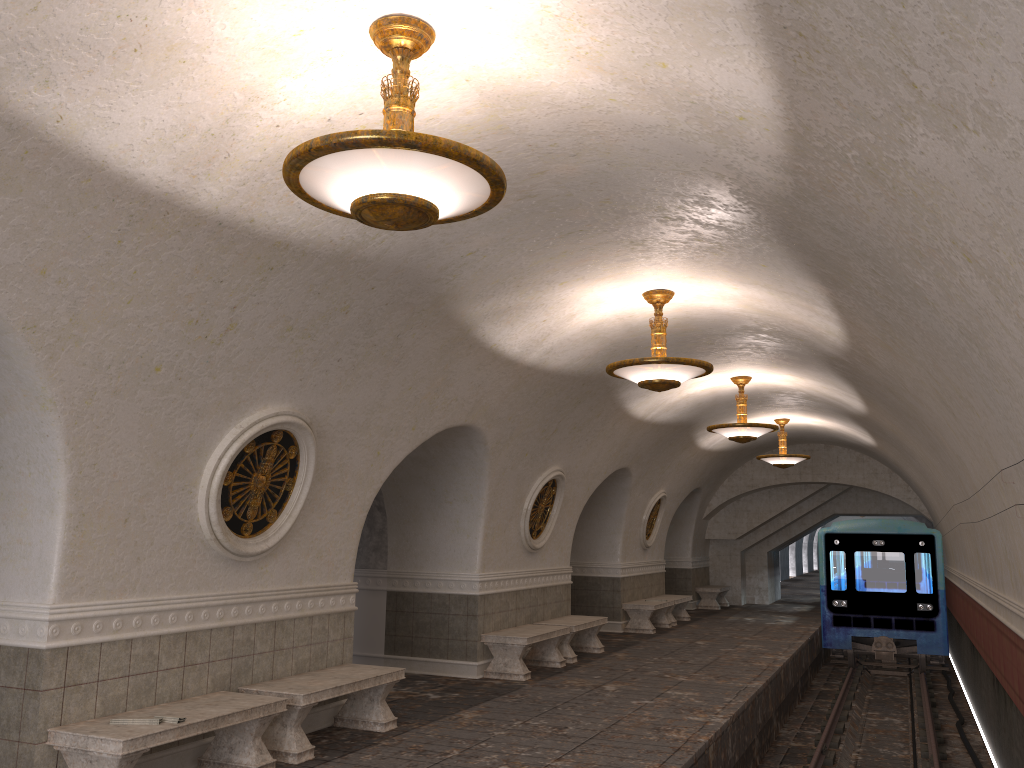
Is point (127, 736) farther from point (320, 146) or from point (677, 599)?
point (677, 599)

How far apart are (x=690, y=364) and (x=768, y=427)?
4.9 meters

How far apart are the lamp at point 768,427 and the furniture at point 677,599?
5.9m

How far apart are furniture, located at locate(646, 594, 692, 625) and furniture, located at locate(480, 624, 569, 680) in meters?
6.3 m

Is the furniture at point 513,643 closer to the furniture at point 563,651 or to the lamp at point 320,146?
the furniture at point 563,651

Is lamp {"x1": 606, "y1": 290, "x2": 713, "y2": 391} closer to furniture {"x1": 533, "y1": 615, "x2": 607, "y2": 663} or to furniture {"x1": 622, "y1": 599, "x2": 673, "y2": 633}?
furniture {"x1": 533, "y1": 615, "x2": 607, "y2": 663}

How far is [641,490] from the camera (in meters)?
16.47

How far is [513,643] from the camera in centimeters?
1054cm

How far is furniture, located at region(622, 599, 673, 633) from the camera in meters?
15.9

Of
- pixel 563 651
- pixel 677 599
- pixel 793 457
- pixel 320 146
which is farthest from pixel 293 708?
pixel 793 457
